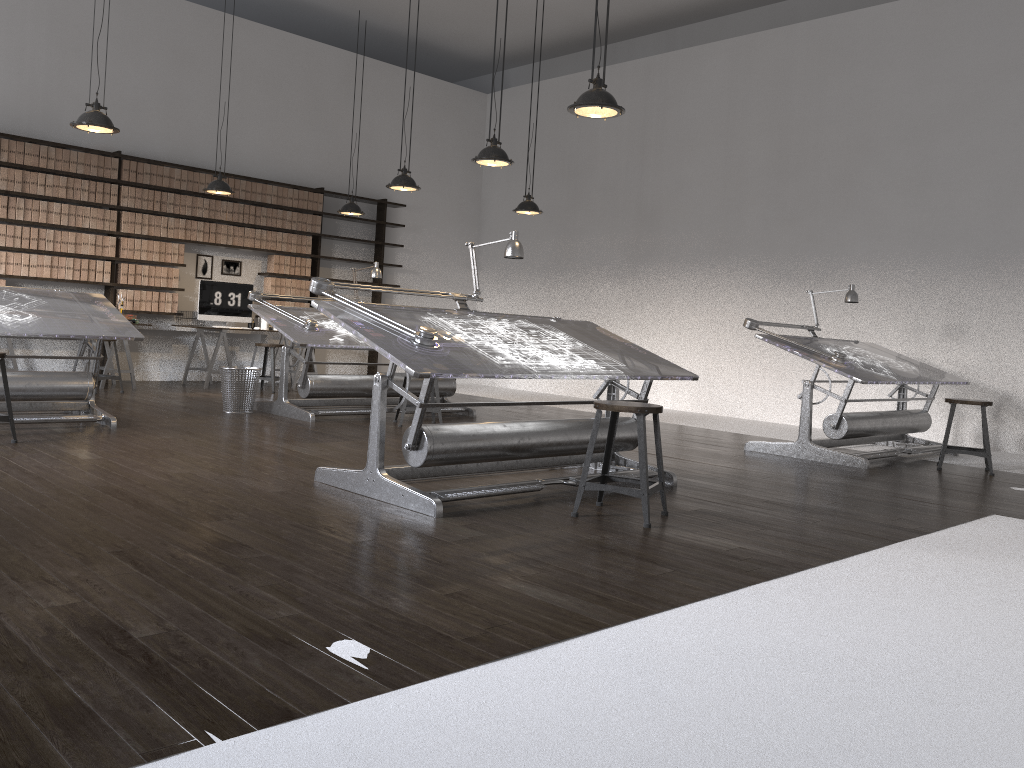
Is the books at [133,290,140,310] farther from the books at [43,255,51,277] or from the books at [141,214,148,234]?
the books at [43,255,51,277]

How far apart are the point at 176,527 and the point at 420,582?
1.1 meters

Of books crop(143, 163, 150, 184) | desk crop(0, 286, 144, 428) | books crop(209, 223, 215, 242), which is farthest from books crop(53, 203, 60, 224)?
desk crop(0, 286, 144, 428)

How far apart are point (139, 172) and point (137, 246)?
0.78m

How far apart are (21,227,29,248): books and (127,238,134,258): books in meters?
1.0

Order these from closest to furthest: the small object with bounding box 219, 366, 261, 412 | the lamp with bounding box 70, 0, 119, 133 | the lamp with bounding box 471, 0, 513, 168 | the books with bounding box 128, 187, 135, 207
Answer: the lamp with bounding box 70, 0, 119, 133 → the lamp with bounding box 471, 0, 513, 168 → the small object with bounding box 219, 366, 261, 412 → the books with bounding box 128, 187, 135, 207

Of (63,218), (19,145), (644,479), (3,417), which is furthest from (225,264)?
(644,479)

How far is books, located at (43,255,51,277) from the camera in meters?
8.9

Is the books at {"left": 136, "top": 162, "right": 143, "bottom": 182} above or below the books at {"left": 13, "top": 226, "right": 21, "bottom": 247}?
above

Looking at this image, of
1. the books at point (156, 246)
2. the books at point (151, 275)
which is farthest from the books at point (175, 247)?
the books at point (151, 275)
